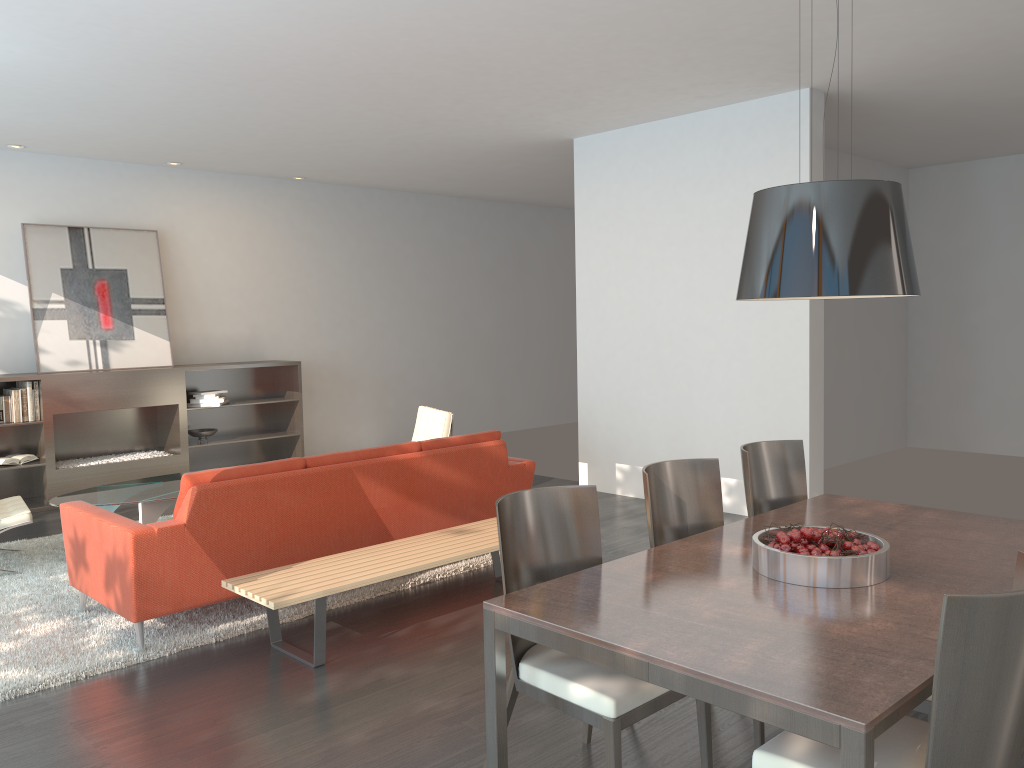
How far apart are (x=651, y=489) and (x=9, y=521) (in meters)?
4.16

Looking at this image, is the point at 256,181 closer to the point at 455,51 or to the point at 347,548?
the point at 455,51

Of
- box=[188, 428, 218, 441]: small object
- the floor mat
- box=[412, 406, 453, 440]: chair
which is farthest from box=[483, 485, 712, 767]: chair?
box=[188, 428, 218, 441]: small object

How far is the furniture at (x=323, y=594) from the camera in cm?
399

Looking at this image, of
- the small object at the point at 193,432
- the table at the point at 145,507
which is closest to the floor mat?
the table at the point at 145,507

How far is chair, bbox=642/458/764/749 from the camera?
3.5m

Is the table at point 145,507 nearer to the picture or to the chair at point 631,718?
the picture

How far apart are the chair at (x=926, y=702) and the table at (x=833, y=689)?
0.29m

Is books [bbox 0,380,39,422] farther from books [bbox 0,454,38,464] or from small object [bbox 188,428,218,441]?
small object [bbox 188,428,218,441]

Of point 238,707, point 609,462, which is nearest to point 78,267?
point 609,462
